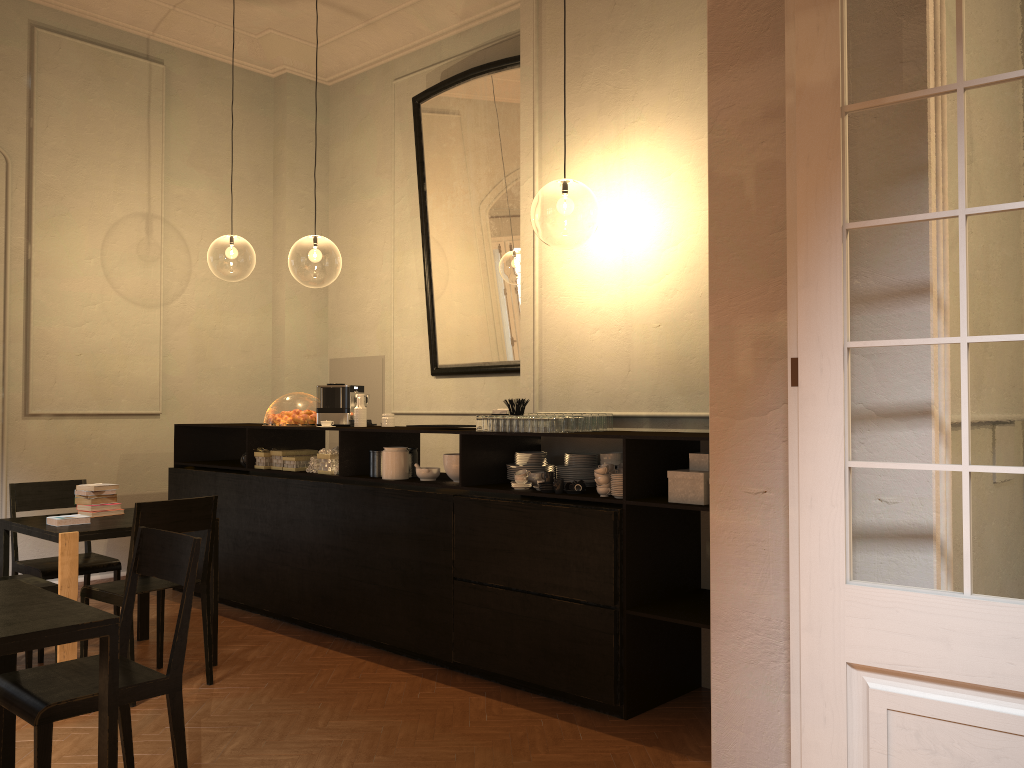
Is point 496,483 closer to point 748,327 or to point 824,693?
point 748,327

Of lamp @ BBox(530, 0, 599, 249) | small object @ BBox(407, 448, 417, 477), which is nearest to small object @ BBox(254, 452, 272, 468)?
small object @ BBox(407, 448, 417, 477)

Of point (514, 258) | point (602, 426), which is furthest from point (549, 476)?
point (514, 258)

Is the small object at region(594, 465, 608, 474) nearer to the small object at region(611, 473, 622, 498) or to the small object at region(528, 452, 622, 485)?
the small object at region(611, 473, 622, 498)

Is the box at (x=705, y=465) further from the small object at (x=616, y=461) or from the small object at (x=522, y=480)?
the small object at (x=522, y=480)

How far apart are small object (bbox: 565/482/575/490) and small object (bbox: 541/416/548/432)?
0.3 meters

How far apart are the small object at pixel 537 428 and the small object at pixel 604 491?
0.5m

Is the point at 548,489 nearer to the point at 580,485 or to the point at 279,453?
the point at 580,485

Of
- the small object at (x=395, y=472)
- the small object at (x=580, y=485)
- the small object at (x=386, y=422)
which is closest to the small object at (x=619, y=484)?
the small object at (x=580, y=485)

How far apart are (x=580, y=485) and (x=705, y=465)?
0.74m
